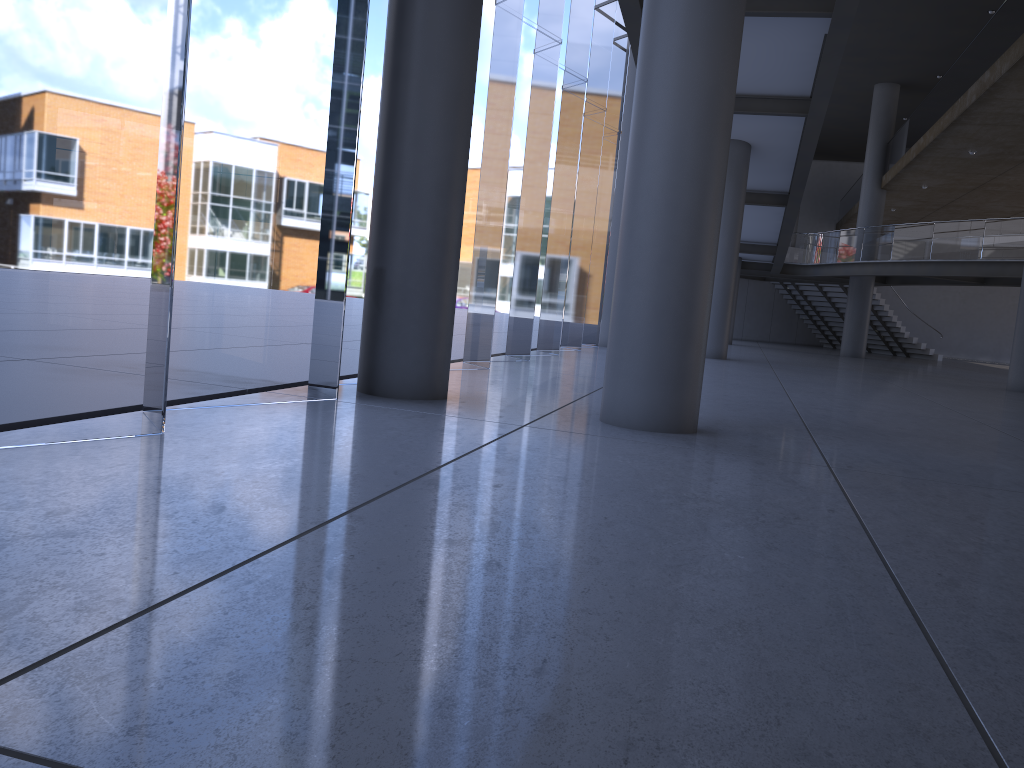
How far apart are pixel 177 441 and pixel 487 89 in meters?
11.0 m
